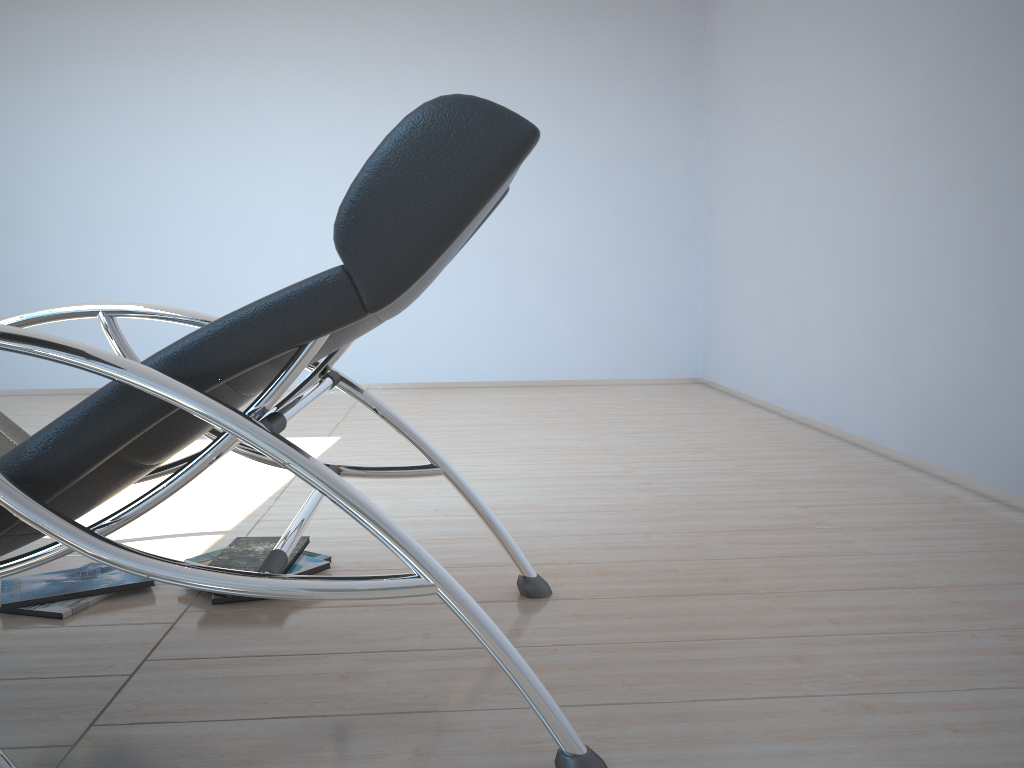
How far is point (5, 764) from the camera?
0.99m

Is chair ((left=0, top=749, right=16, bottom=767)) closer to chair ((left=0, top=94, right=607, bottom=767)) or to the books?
chair ((left=0, top=94, right=607, bottom=767))

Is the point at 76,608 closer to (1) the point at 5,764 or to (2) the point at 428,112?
(1) the point at 5,764

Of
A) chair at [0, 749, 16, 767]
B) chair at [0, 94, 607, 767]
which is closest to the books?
chair at [0, 94, 607, 767]

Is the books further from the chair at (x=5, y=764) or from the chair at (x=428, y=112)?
the chair at (x=5, y=764)

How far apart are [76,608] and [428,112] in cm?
141

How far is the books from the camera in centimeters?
192cm

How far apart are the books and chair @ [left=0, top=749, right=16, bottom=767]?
1.0 meters

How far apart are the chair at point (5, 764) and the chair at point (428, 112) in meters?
0.3

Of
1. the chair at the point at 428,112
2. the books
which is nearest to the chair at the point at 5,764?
the chair at the point at 428,112
